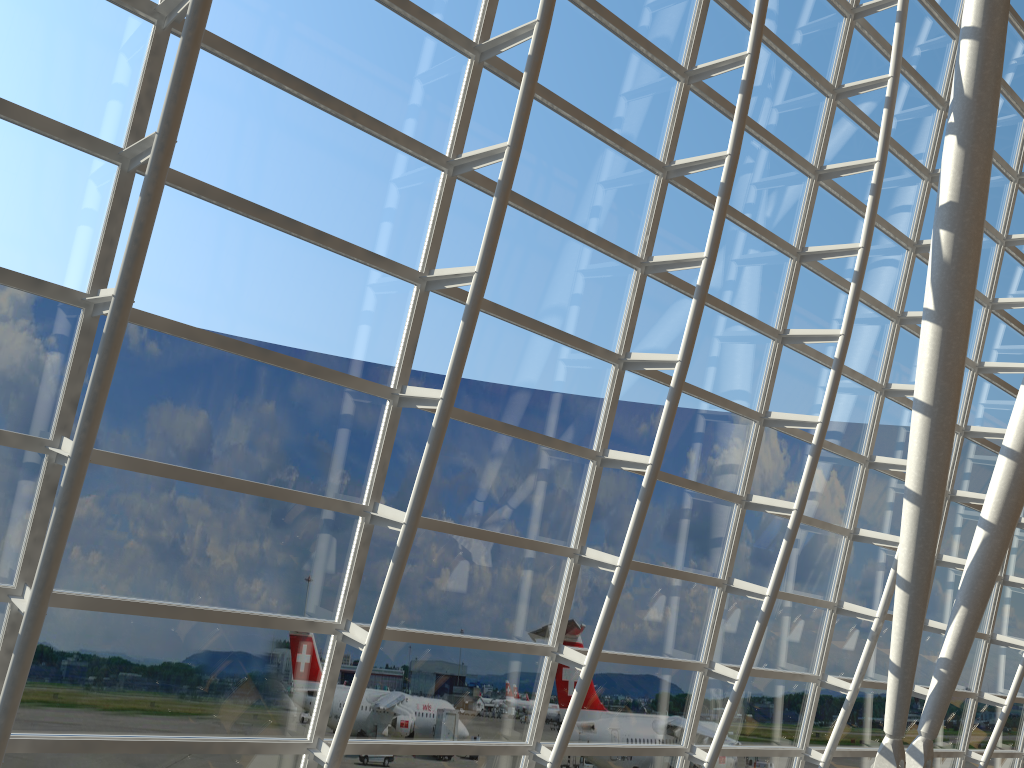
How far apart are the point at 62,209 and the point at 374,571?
4.0 meters

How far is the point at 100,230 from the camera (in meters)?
6.72

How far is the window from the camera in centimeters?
672cm

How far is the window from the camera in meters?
6.7 m
